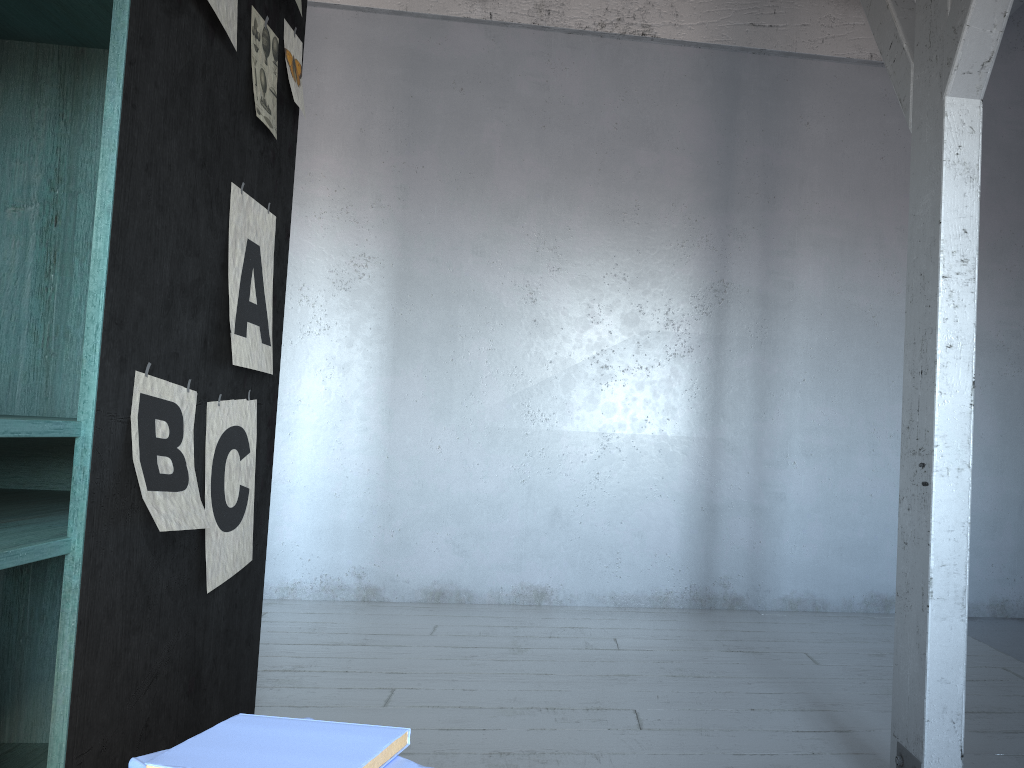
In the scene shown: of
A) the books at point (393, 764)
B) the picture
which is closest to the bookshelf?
the picture

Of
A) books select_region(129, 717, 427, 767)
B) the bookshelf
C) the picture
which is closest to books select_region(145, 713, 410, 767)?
books select_region(129, 717, 427, 767)

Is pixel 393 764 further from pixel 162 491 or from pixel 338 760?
pixel 162 491

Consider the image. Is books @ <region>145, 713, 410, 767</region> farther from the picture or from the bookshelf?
the picture

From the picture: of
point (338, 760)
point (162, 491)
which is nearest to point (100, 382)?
point (162, 491)

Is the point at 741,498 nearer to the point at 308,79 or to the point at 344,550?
the point at 344,550

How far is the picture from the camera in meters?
2.0 m

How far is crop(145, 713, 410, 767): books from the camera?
0.93m

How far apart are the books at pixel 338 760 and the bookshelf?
0.7 meters

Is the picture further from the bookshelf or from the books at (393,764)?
the books at (393,764)
